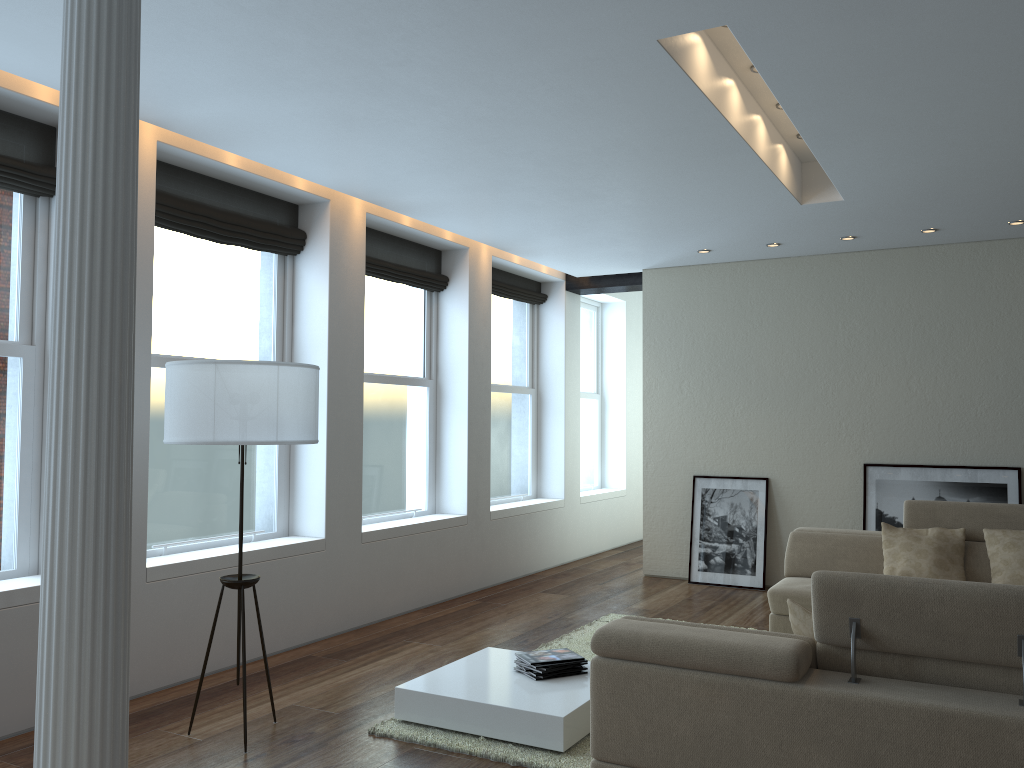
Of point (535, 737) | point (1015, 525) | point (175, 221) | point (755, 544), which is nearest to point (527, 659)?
point (535, 737)

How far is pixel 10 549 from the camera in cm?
445

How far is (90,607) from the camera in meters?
1.8

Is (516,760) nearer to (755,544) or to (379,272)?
(379,272)

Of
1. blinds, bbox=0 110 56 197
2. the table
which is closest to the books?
the table

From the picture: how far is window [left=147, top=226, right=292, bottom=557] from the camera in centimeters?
529cm

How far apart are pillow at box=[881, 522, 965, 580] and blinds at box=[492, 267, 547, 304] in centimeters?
416cm

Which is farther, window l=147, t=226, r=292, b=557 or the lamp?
window l=147, t=226, r=292, b=557

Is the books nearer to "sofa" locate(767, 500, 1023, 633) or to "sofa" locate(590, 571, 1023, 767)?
"sofa" locate(590, 571, 1023, 767)

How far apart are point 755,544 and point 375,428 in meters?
3.6
